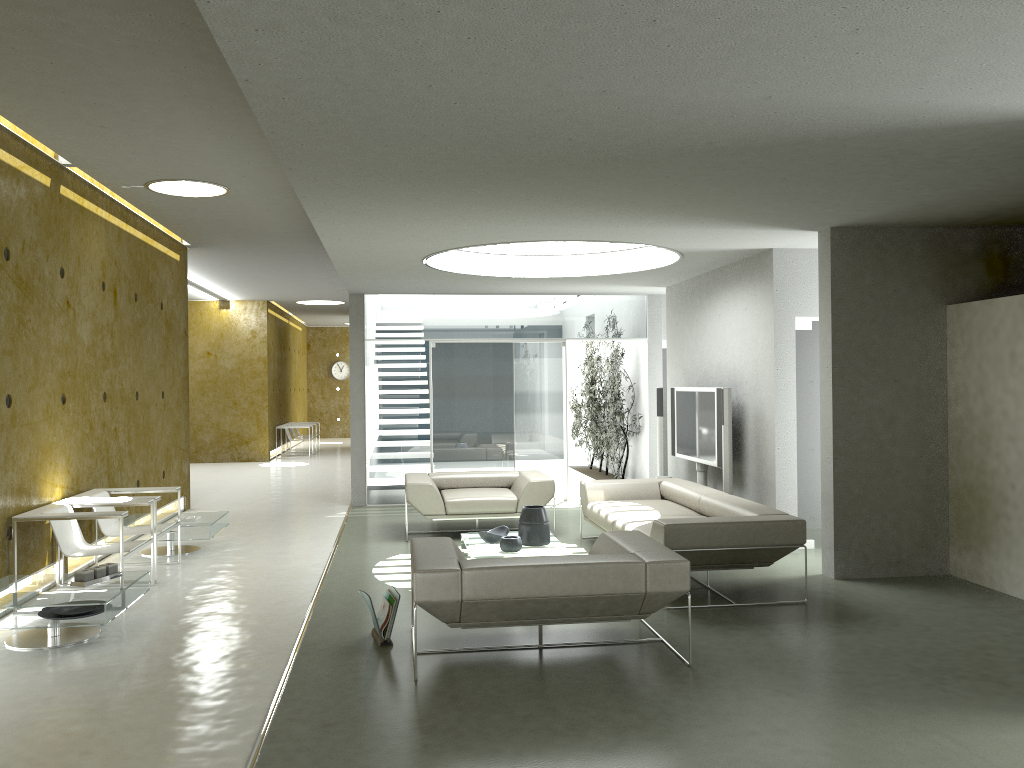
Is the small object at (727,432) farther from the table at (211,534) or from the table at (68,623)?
the table at (68,623)

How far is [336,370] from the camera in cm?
2604

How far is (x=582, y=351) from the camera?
15.9 meters

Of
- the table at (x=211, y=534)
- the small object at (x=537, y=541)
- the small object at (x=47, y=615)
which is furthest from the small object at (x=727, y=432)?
the small object at (x=47, y=615)

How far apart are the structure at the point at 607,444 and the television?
2.0 meters

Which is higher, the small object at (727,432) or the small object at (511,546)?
the small object at (727,432)

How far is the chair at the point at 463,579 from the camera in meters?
4.6 m

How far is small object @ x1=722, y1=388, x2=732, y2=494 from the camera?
8.1m

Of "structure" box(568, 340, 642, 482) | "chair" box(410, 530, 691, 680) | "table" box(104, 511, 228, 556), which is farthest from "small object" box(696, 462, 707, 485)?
"table" box(104, 511, 228, 556)

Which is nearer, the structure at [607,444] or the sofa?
the sofa
